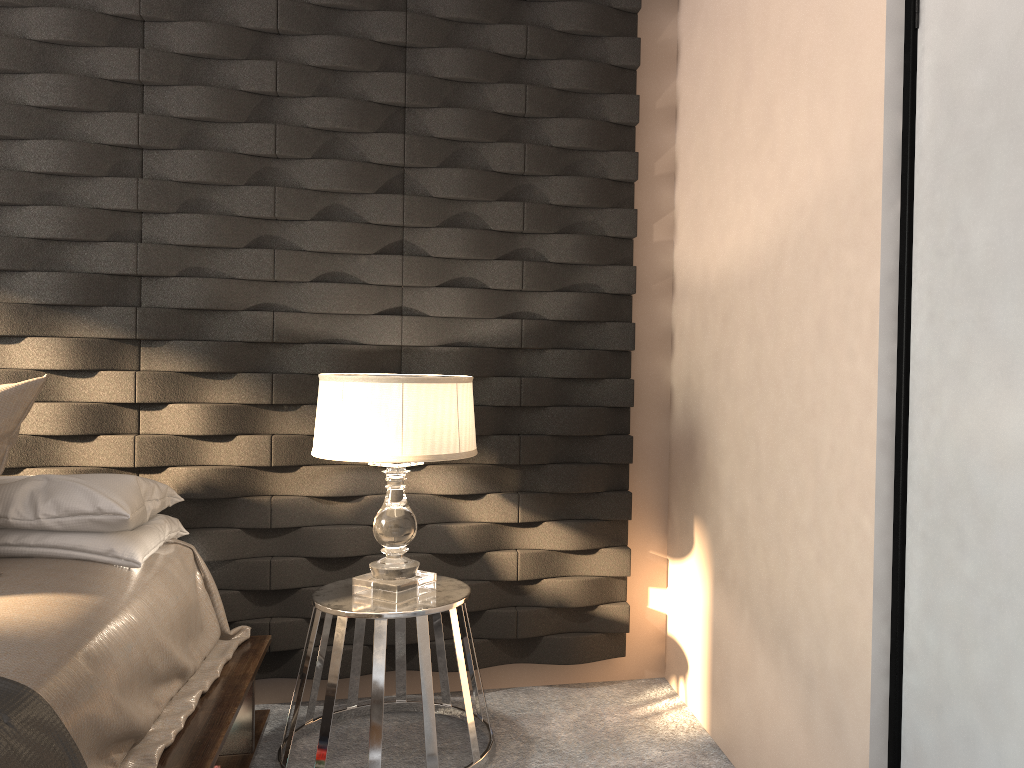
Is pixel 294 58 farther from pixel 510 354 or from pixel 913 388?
Result: pixel 913 388

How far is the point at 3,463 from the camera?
2.3m

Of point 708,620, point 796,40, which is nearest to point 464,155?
point 796,40

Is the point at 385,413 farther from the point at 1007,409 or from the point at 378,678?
the point at 1007,409

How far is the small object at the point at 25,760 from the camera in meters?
1.4 m

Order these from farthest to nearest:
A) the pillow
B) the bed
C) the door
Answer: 1. the pillow
2. the bed
3. the door

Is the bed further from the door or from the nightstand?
the door

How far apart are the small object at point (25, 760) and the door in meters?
1.5

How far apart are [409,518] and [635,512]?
1.0m

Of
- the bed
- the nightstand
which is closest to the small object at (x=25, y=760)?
the bed
